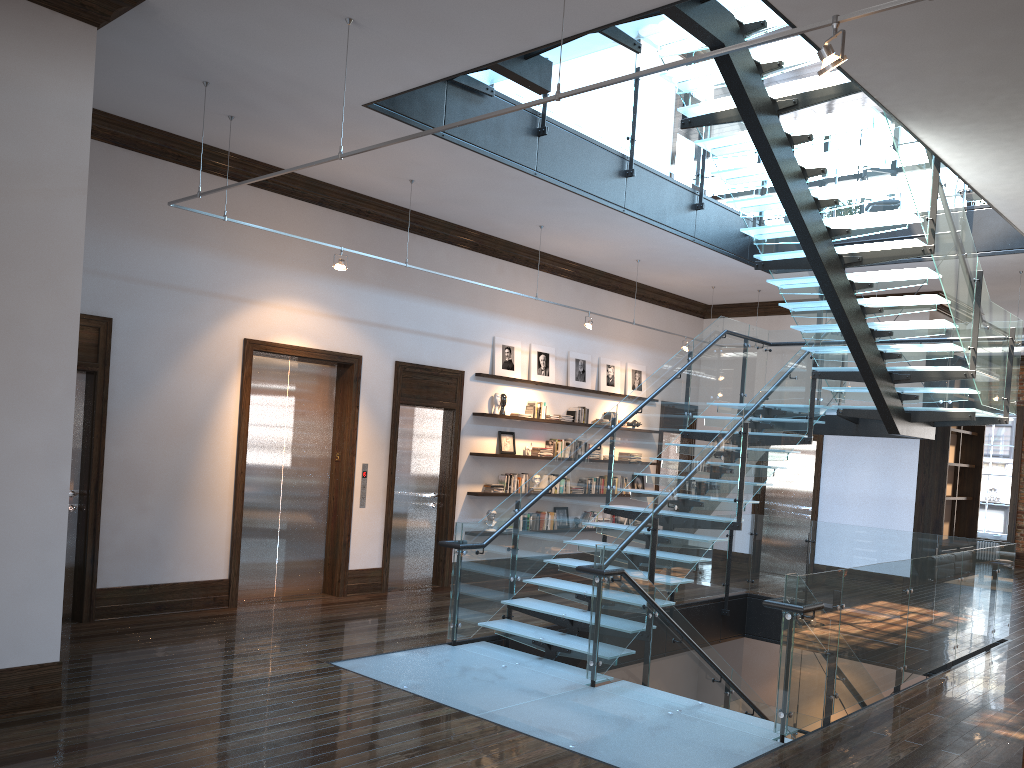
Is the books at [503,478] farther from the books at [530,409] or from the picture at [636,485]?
the picture at [636,485]

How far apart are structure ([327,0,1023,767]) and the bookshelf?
2.2 meters

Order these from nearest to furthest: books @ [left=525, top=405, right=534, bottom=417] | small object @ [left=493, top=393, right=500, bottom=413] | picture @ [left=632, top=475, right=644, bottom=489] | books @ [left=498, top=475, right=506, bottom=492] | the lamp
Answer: the lamp, small object @ [left=493, top=393, right=500, bottom=413], books @ [left=498, top=475, right=506, bottom=492], books @ [left=525, top=405, right=534, bottom=417], picture @ [left=632, top=475, right=644, bottom=489]

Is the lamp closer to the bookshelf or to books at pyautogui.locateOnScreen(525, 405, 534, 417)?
books at pyautogui.locateOnScreen(525, 405, 534, 417)

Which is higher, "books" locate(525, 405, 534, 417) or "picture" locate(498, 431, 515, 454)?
"books" locate(525, 405, 534, 417)

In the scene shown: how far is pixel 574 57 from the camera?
7.2 meters

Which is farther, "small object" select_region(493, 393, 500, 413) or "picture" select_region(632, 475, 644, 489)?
"picture" select_region(632, 475, 644, 489)

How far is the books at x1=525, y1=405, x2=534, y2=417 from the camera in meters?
11.9

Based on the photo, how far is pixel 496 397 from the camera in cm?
1142

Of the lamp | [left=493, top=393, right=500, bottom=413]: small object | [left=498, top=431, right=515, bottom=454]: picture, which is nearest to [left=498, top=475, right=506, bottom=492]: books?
[left=498, top=431, right=515, bottom=454]: picture
